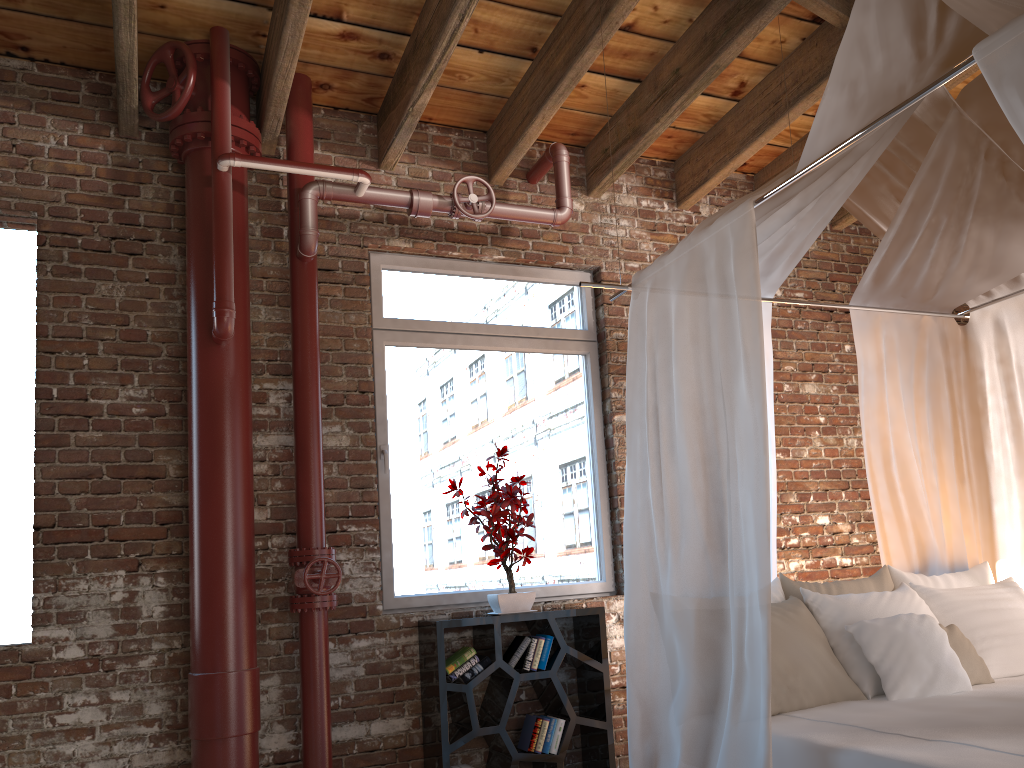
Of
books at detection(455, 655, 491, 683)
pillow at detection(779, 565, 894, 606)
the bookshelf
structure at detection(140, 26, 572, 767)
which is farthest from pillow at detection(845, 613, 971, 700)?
structure at detection(140, 26, 572, 767)

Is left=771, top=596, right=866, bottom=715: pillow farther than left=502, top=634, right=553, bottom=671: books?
No

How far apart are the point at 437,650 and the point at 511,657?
0.4m

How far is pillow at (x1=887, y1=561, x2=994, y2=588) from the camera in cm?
365

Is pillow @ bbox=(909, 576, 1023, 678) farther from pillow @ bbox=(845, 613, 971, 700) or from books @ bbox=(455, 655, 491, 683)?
books @ bbox=(455, 655, 491, 683)

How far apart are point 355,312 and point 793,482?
2.7 meters

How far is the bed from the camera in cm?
254

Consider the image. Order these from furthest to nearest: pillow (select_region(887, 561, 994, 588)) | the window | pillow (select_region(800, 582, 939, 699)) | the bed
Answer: the window < pillow (select_region(887, 561, 994, 588)) < pillow (select_region(800, 582, 939, 699)) < the bed

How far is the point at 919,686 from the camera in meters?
3.0

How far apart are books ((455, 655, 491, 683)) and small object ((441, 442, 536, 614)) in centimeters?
22cm
